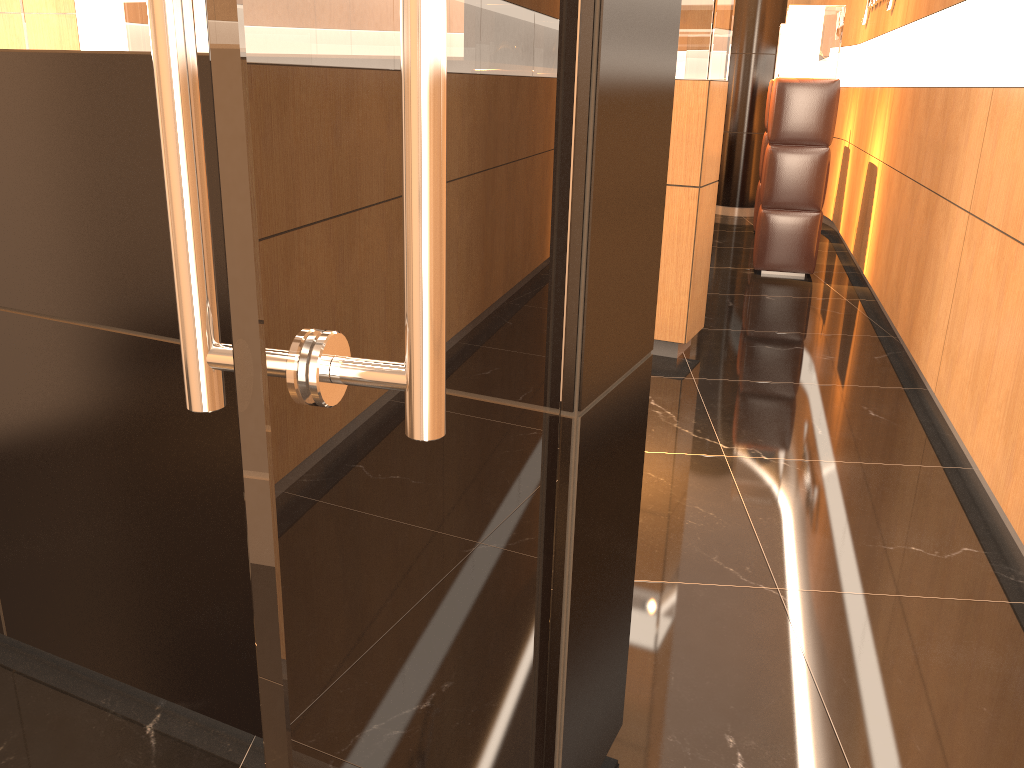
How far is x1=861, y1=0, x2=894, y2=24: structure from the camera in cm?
668

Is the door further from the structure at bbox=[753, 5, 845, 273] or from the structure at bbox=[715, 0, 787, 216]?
the structure at bbox=[715, 0, 787, 216]

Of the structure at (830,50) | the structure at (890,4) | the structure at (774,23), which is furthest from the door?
the structure at (774,23)

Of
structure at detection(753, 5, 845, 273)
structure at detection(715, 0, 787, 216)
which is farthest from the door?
structure at detection(715, 0, 787, 216)

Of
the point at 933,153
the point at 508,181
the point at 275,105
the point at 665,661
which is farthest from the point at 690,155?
the point at 275,105

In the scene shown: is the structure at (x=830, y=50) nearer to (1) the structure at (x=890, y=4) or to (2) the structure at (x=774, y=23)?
(1) the structure at (x=890, y=4)

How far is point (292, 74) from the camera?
0.5m

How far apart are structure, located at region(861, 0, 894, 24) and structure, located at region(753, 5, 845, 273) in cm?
54

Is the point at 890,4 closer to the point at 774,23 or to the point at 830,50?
the point at 830,50

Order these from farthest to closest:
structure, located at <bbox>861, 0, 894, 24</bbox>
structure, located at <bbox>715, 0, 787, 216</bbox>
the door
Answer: structure, located at <bbox>715, 0, 787, 216</bbox> → structure, located at <bbox>861, 0, 894, 24</bbox> → the door
